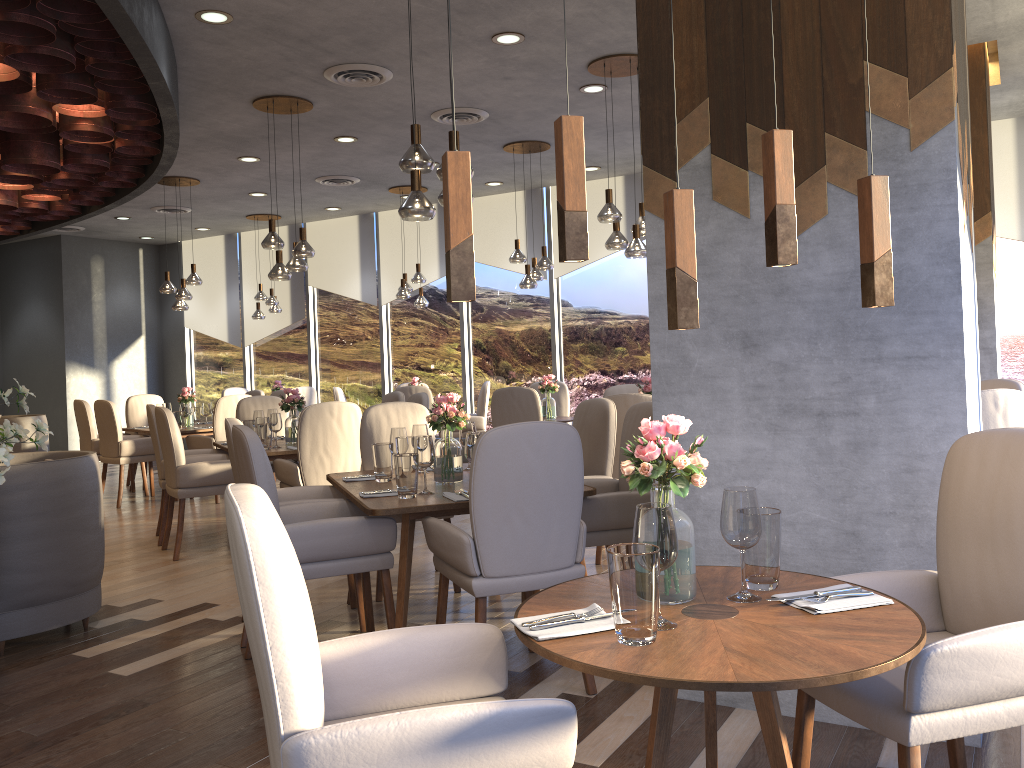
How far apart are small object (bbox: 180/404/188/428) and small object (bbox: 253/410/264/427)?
2.4 meters

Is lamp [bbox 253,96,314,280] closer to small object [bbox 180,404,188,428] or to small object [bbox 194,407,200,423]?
small object [bbox 180,404,188,428]

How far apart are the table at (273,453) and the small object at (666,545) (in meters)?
4.48

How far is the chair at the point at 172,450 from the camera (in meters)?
5.78

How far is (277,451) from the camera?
5.9 meters

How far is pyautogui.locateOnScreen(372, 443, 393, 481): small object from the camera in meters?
4.1 m

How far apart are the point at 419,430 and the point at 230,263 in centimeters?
932cm

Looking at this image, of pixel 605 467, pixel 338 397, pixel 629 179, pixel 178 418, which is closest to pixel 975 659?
pixel 605 467

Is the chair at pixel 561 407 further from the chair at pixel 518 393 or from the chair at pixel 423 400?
the chair at pixel 423 400

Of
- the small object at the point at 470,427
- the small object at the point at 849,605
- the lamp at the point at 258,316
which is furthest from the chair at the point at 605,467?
the lamp at the point at 258,316
